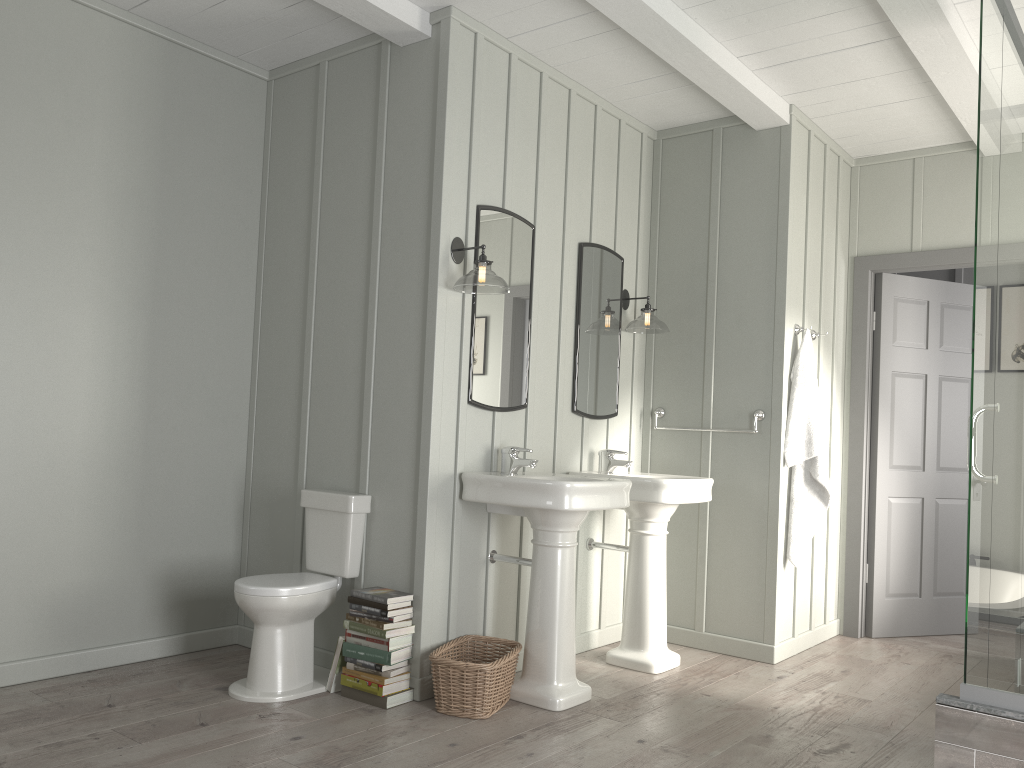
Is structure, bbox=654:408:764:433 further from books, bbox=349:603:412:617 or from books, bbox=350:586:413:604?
books, bbox=349:603:412:617

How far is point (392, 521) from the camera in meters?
3.6 m

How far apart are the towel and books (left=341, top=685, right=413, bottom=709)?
2.25m

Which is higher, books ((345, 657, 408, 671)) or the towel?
the towel

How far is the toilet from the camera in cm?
334

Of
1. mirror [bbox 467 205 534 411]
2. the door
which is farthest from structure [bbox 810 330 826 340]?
mirror [bbox 467 205 534 411]

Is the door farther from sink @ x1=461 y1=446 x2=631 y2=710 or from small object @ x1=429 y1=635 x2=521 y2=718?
small object @ x1=429 y1=635 x2=521 y2=718

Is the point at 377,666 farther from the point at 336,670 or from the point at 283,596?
the point at 283,596

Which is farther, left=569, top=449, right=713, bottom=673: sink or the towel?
the towel

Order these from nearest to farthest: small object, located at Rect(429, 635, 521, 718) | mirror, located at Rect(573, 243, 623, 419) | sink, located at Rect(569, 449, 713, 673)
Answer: small object, located at Rect(429, 635, 521, 718), sink, located at Rect(569, 449, 713, 673), mirror, located at Rect(573, 243, 623, 419)
